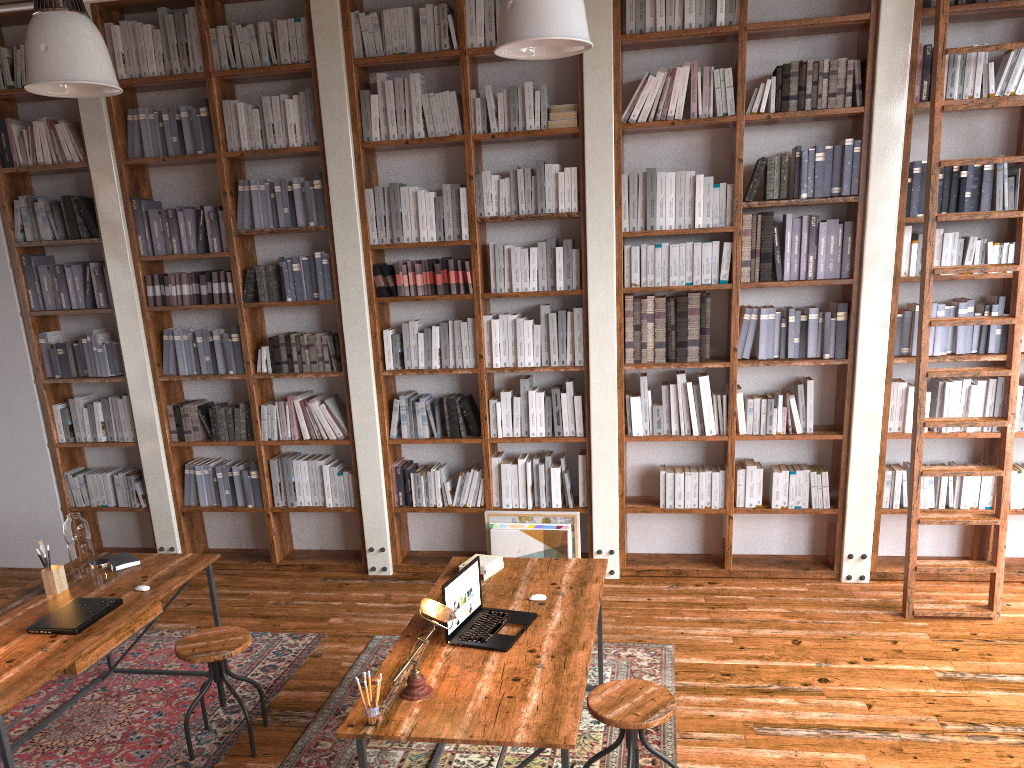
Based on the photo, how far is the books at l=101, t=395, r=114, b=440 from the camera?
5.9m

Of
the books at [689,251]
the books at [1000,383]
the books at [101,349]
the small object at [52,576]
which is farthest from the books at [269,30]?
the books at [1000,383]

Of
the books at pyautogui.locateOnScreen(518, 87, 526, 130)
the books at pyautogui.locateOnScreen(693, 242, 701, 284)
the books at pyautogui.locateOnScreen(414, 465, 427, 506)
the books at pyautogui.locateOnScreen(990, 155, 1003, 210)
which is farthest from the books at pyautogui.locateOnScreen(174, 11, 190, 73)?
the books at pyautogui.locateOnScreen(990, 155, 1003, 210)

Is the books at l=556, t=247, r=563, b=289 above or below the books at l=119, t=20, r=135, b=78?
below

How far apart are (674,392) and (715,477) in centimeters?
56cm

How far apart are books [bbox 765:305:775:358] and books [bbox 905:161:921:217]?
0.9 meters

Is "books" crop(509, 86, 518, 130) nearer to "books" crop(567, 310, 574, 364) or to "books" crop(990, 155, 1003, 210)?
"books" crop(567, 310, 574, 364)

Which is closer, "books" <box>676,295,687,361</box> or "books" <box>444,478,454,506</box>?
"books" <box>676,295,687,361</box>

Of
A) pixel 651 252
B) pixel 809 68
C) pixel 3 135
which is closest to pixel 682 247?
pixel 651 252

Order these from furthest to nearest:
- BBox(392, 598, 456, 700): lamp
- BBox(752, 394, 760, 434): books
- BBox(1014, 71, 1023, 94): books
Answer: BBox(752, 394, 760, 434): books → BBox(1014, 71, 1023, 94): books → BBox(392, 598, 456, 700): lamp
